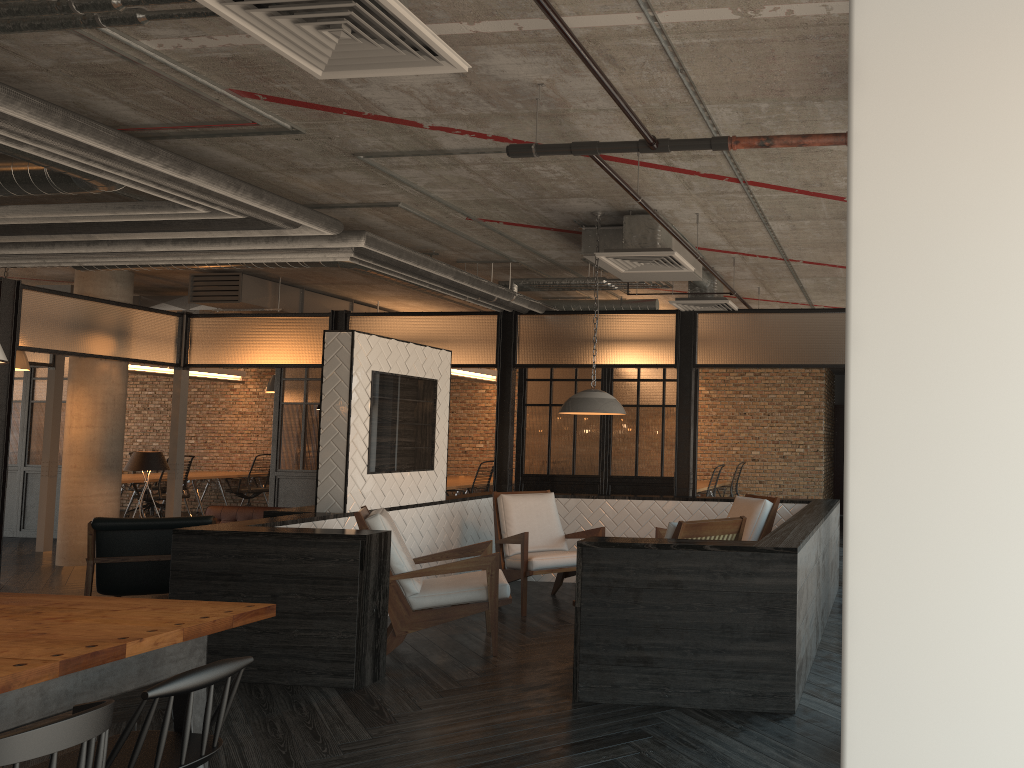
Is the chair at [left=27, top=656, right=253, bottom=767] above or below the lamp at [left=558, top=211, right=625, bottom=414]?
below

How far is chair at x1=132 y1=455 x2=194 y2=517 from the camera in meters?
13.5 m

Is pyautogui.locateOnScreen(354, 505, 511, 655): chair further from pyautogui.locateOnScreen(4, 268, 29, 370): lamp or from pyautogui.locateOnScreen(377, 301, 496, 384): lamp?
pyautogui.locateOnScreen(377, 301, 496, 384): lamp

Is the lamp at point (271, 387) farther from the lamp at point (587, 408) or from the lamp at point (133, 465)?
the lamp at point (587, 408)

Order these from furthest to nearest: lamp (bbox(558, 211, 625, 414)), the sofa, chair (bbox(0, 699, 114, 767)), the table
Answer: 1. the sofa
2. lamp (bbox(558, 211, 625, 414))
3. the table
4. chair (bbox(0, 699, 114, 767))

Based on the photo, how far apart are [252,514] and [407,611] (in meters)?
4.60

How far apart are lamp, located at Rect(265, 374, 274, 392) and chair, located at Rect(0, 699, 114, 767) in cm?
1084

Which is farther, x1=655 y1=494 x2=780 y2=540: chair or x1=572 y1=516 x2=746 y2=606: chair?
x1=655 y1=494 x2=780 y2=540: chair

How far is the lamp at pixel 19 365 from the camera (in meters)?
9.30

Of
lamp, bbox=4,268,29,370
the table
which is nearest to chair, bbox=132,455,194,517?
lamp, bbox=4,268,29,370
